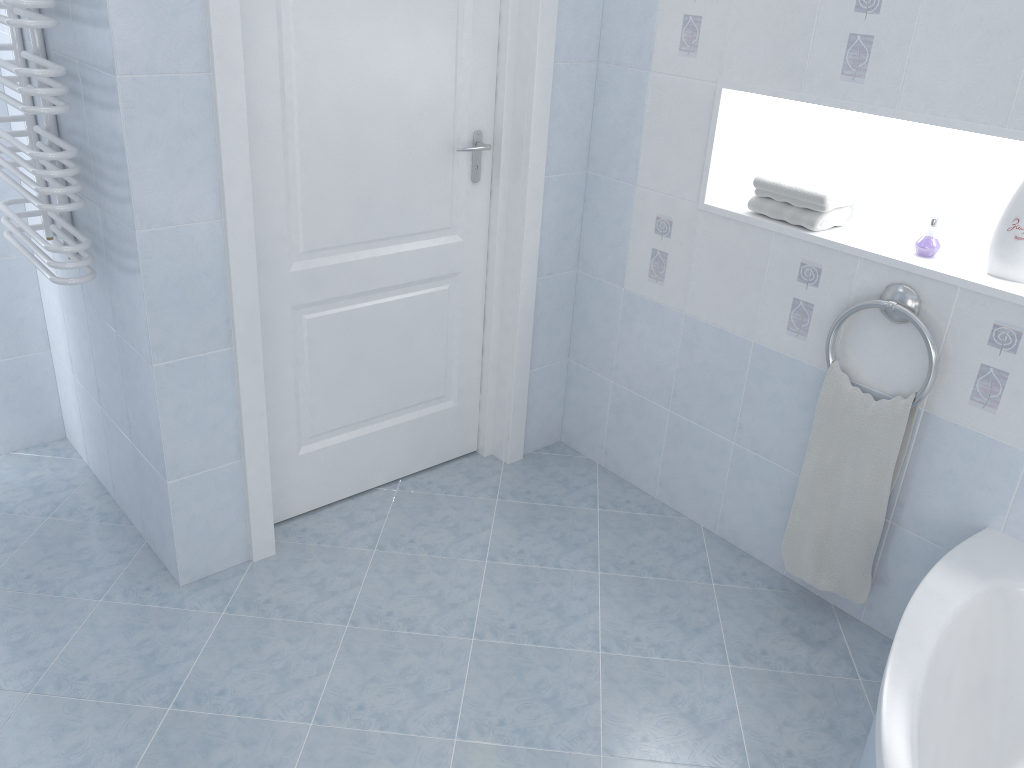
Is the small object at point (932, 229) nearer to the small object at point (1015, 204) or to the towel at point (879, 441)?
the small object at point (1015, 204)

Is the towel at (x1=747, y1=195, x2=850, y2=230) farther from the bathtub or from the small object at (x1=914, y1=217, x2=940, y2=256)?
the bathtub

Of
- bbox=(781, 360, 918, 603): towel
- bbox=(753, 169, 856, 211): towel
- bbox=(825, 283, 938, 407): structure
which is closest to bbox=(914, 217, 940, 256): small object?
bbox=(825, 283, 938, 407): structure

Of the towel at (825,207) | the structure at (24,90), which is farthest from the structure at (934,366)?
the structure at (24,90)

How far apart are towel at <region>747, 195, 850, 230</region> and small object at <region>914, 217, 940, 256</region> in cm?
24

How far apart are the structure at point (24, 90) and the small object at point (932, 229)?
2.0 meters

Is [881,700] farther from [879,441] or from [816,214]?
[816,214]

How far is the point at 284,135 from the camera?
2.3m

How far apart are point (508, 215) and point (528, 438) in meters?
0.8

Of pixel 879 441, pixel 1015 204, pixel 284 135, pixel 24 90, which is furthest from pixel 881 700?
pixel 24 90
